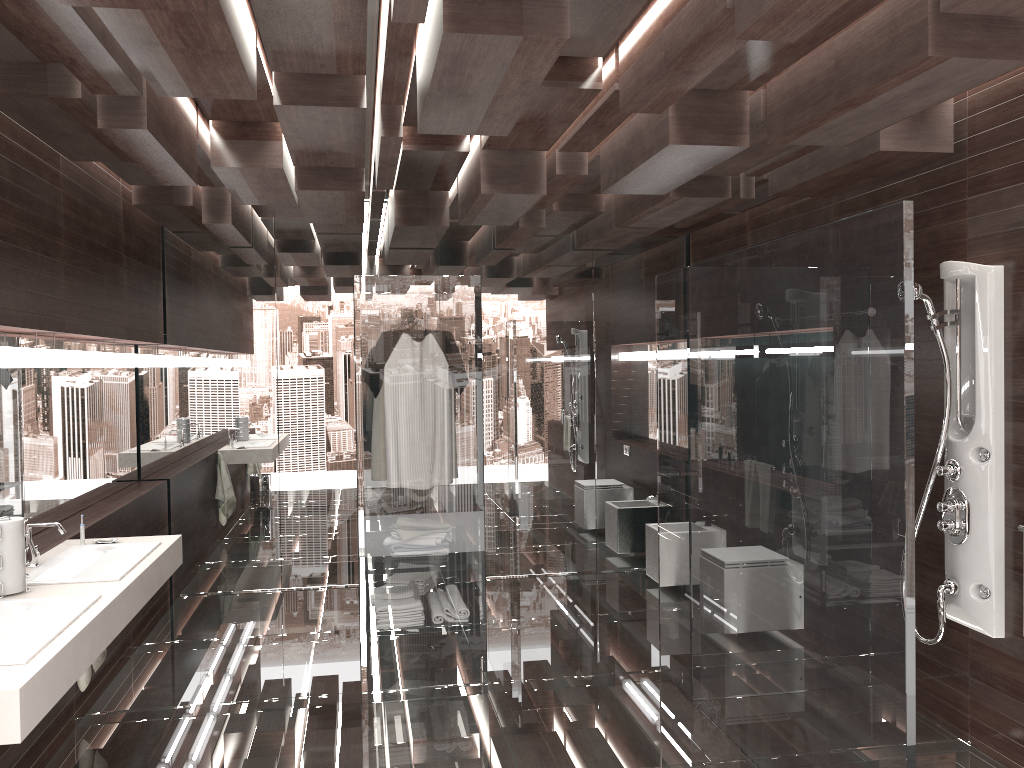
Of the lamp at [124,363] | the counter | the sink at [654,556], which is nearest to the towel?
the counter

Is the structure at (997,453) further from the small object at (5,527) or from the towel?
the towel

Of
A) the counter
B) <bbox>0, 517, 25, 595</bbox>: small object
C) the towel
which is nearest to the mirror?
the counter

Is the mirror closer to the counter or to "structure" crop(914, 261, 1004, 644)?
the counter

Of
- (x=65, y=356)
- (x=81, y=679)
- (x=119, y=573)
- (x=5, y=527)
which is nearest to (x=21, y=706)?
(x=5, y=527)

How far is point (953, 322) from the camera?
3.5 meters

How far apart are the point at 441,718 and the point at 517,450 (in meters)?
2.76

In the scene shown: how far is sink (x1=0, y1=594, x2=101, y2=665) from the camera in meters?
2.4

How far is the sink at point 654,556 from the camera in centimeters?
607cm

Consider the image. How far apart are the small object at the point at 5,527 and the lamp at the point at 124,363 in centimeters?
221cm
